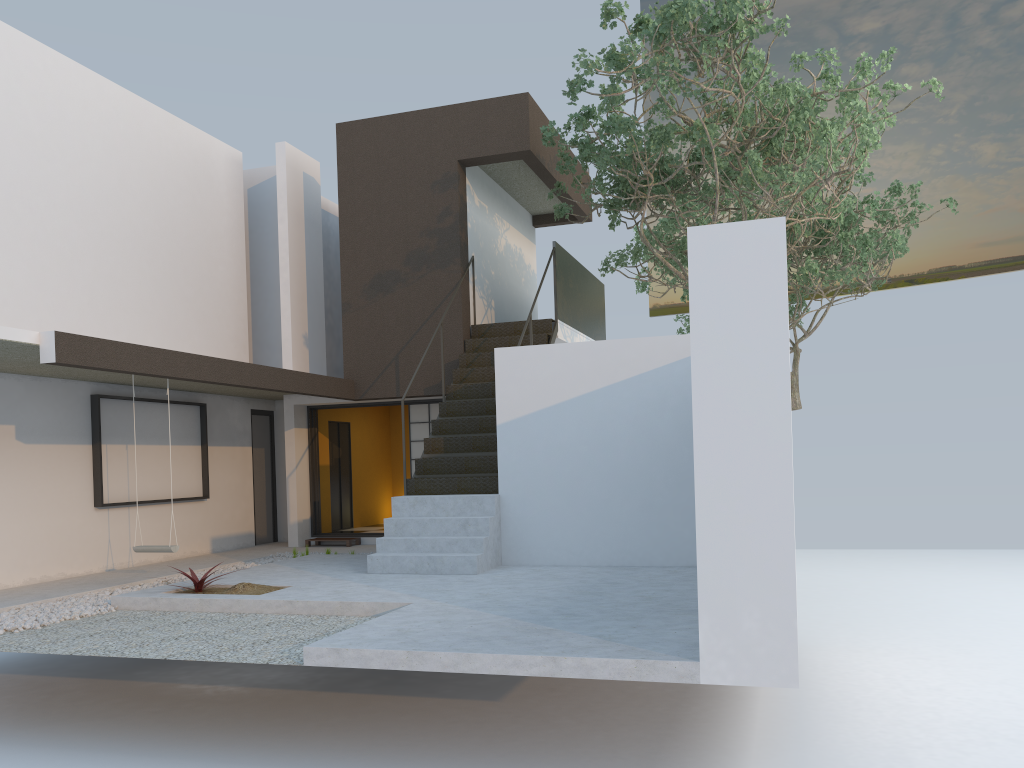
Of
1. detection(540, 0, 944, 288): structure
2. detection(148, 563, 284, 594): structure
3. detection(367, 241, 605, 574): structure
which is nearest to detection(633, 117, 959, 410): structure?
detection(540, 0, 944, 288): structure

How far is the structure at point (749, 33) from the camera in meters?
8.2

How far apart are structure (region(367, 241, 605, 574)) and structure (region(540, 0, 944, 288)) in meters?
0.5 m

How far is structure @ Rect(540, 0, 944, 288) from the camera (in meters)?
8.23

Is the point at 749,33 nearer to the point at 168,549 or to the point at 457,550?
the point at 457,550

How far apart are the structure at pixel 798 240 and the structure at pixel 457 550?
2.03m

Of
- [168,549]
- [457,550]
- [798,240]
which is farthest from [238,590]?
[798,240]

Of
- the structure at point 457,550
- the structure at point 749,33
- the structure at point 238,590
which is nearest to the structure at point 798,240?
the structure at point 749,33

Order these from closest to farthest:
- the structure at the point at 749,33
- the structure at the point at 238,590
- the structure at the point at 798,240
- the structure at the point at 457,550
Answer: the structure at the point at 238,590 → the structure at the point at 749,33 → the structure at the point at 457,550 → the structure at the point at 798,240

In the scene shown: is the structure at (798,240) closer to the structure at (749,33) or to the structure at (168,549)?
the structure at (749,33)
